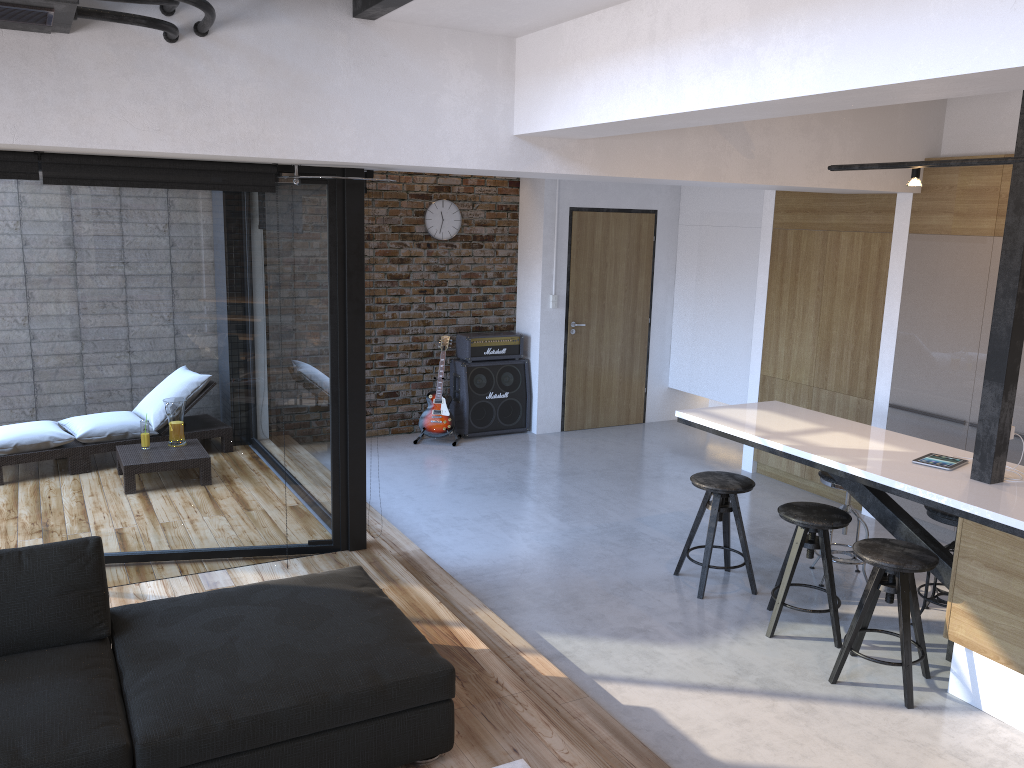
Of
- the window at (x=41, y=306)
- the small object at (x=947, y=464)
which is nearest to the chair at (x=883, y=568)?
the small object at (x=947, y=464)

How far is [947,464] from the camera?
4.3m

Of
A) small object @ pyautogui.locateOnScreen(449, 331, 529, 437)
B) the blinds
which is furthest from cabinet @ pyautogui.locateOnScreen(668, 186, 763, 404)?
the blinds

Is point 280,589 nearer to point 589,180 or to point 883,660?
point 883,660

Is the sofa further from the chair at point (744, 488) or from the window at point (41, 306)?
the chair at point (744, 488)

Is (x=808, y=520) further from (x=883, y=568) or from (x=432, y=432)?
(x=432, y=432)

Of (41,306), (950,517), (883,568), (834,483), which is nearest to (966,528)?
(883,568)

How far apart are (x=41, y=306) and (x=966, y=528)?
4.4 meters

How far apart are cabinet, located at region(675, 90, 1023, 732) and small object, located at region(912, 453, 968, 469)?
0.05m

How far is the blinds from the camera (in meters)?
3.80
